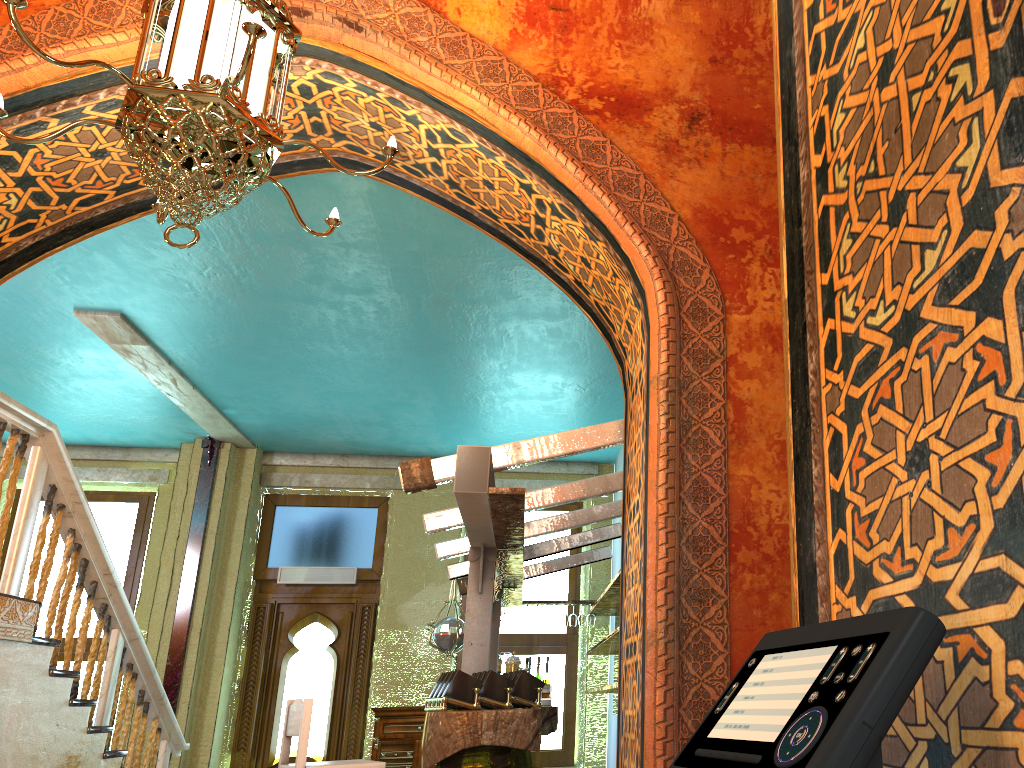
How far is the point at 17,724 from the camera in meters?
5.9 m

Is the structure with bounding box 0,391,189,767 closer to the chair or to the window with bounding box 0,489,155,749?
the chair

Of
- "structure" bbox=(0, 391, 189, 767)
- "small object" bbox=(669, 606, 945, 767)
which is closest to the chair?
"structure" bbox=(0, 391, 189, 767)

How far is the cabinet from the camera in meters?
Answer: 10.0 m

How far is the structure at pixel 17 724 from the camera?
5.85m

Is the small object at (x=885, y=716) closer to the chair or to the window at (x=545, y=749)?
the chair

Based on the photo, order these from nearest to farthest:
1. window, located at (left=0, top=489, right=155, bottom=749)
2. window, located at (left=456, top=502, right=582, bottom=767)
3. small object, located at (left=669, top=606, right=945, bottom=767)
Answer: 1. small object, located at (left=669, top=606, right=945, bottom=767)
2. window, located at (left=456, top=502, right=582, bottom=767)
3. window, located at (left=0, top=489, right=155, bottom=749)

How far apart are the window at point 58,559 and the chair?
6.67m

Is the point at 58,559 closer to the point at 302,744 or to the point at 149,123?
the point at 302,744

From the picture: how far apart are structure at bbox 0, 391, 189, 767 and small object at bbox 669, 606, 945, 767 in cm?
568
